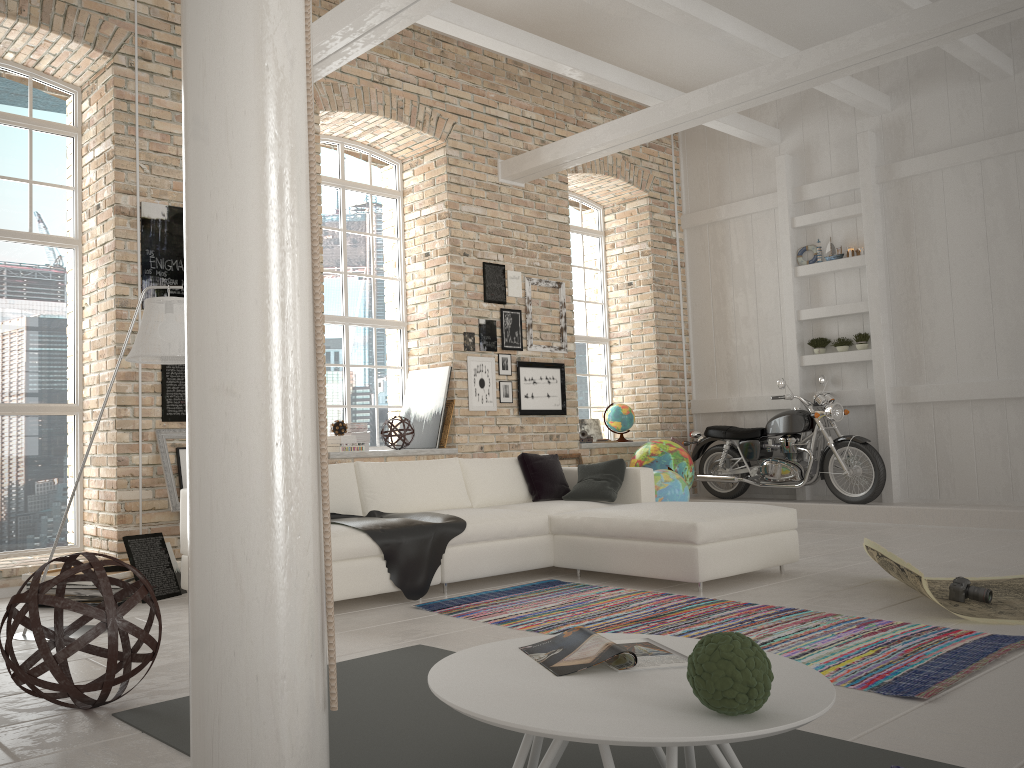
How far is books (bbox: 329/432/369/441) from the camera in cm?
780

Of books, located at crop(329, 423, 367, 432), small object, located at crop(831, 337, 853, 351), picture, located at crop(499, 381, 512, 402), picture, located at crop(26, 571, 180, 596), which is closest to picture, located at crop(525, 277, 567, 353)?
picture, located at crop(499, 381, 512, 402)

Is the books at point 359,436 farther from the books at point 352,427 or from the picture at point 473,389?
the picture at point 473,389

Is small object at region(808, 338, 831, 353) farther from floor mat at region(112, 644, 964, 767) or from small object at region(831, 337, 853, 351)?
floor mat at region(112, 644, 964, 767)

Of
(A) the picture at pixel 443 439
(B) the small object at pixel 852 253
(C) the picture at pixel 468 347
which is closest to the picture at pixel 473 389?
(C) the picture at pixel 468 347

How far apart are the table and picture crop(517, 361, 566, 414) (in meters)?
6.33

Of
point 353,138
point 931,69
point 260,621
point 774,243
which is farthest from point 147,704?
point 931,69

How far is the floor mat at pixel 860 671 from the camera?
3.22m

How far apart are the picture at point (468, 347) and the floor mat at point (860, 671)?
3.21m

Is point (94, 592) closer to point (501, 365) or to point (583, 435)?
point (501, 365)
